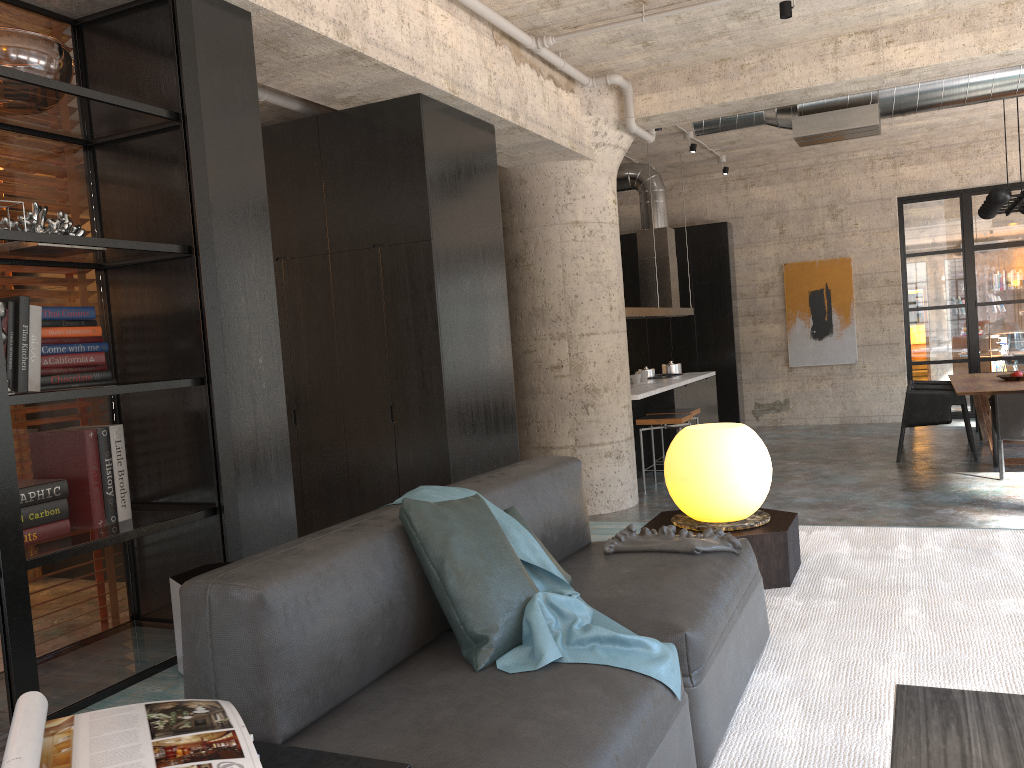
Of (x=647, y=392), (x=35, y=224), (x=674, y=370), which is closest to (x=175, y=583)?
(x=35, y=224)

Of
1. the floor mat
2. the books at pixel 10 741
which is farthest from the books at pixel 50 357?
the floor mat

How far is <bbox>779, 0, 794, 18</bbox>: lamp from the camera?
5.5 meters

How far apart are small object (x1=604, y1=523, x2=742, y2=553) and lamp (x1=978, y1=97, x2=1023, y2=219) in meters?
6.8 m

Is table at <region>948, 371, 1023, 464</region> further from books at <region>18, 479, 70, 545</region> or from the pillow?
books at <region>18, 479, 70, 545</region>

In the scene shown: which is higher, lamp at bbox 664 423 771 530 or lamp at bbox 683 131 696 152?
lamp at bbox 683 131 696 152

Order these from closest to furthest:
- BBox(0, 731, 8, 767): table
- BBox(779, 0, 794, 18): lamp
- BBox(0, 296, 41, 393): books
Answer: BBox(0, 731, 8, 767): table, BBox(0, 296, 41, 393): books, BBox(779, 0, 794, 18): lamp

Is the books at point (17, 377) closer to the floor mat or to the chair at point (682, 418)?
the floor mat

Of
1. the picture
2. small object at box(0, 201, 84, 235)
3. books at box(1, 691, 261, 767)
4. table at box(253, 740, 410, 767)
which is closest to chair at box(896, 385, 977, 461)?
the picture

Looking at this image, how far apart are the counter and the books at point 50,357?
5.62m
